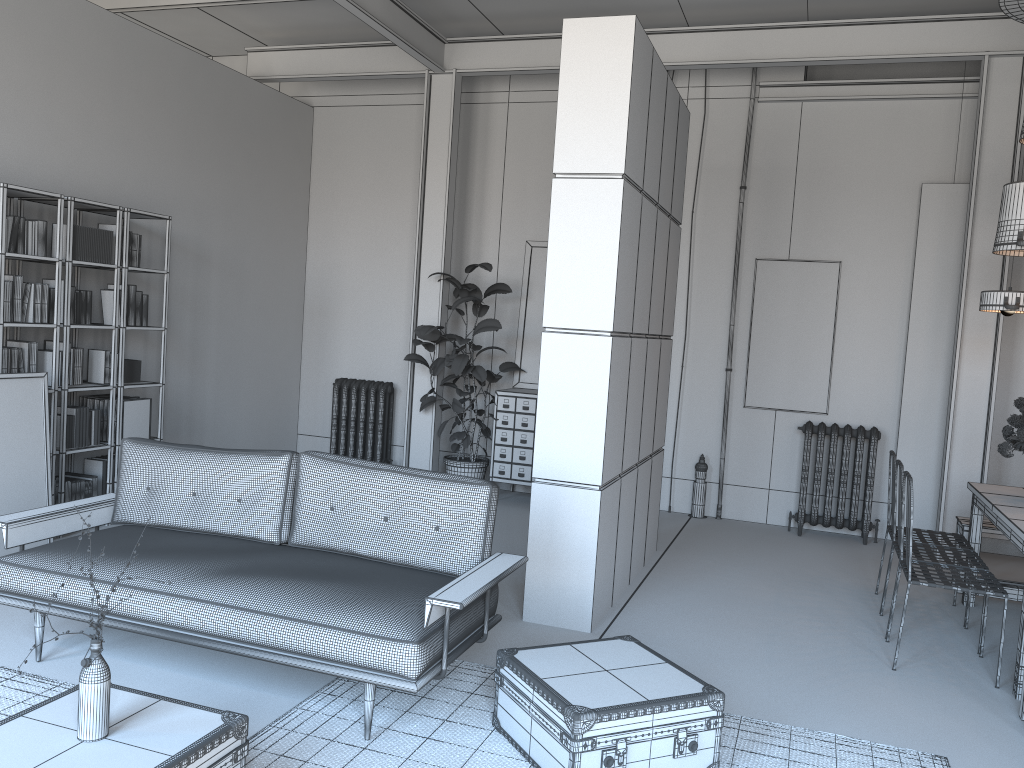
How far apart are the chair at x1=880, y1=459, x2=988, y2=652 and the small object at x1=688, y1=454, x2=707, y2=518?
2.8m

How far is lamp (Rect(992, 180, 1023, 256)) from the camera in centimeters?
499cm

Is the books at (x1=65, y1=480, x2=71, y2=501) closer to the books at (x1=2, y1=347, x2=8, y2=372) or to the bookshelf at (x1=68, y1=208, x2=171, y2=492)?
the bookshelf at (x1=68, y1=208, x2=171, y2=492)

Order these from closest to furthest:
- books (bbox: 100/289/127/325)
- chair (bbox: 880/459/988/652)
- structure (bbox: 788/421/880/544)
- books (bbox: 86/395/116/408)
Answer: chair (bbox: 880/459/988/652)
books (bbox: 100/289/127/325)
books (bbox: 86/395/116/408)
structure (bbox: 788/421/880/544)

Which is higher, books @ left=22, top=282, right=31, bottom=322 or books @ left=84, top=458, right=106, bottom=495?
books @ left=22, top=282, right=31, bottom=322

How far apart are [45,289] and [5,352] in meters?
0.5 m

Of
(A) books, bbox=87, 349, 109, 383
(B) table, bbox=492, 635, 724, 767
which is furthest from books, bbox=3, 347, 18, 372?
(B) table, bbox=492, 635, 724, 767

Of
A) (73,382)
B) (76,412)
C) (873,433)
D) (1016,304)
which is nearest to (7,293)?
(73,382)

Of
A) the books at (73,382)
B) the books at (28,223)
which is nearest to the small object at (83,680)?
the books at (28,223)

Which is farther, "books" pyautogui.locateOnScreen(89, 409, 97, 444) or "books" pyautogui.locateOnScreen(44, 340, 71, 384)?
"books" pyautogui.locateOnScreen(89, 409, 97, 444)
